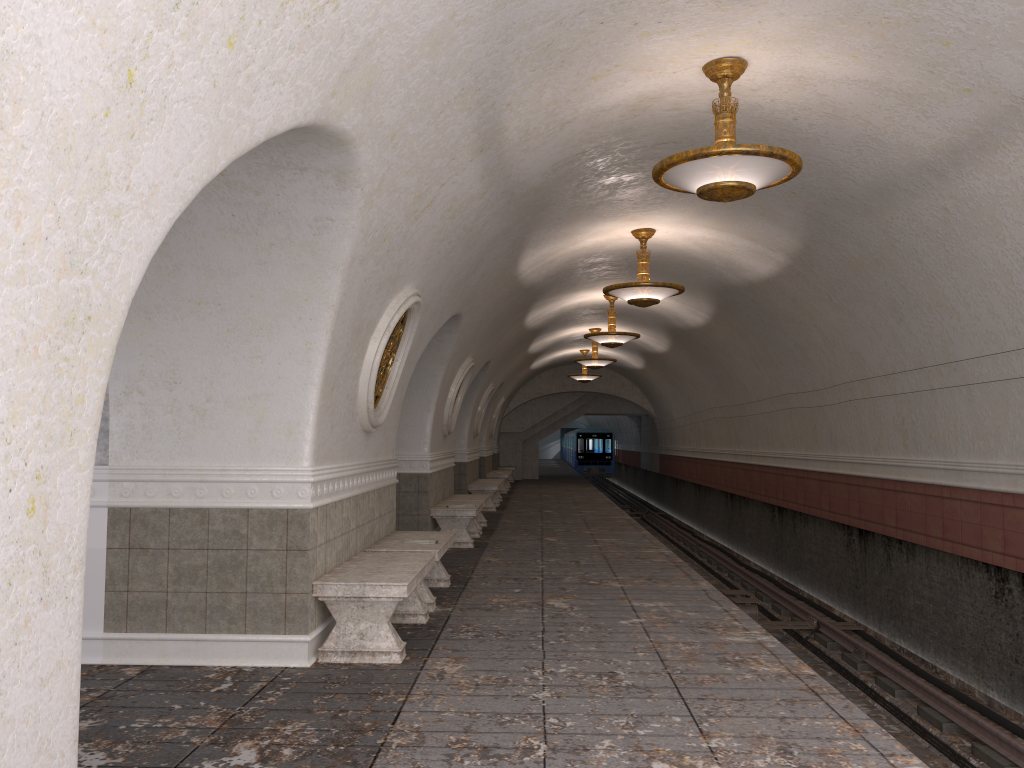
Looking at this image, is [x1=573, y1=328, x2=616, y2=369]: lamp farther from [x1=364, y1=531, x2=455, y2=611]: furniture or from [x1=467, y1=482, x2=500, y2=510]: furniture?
[x1=364, y1=531, x2=455, y2=611]: furniture

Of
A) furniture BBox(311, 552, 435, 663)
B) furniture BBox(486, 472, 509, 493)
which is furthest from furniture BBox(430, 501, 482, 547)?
furniture BBox(486, 472, 509, 493)

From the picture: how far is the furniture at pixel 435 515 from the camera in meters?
11.6 m

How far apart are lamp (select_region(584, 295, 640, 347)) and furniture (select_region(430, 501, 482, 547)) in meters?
4.4

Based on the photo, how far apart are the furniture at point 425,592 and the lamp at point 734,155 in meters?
3.4 m

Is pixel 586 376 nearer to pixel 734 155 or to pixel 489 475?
pixel 489 475

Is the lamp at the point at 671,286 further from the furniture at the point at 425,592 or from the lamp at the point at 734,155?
the lamp at the point at 734,155

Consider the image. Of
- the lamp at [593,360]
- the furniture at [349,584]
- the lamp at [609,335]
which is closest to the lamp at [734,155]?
the furniture at [349,584]

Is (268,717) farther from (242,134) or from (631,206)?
(631,206)

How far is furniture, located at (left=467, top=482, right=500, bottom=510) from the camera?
→ 17.6 meters
